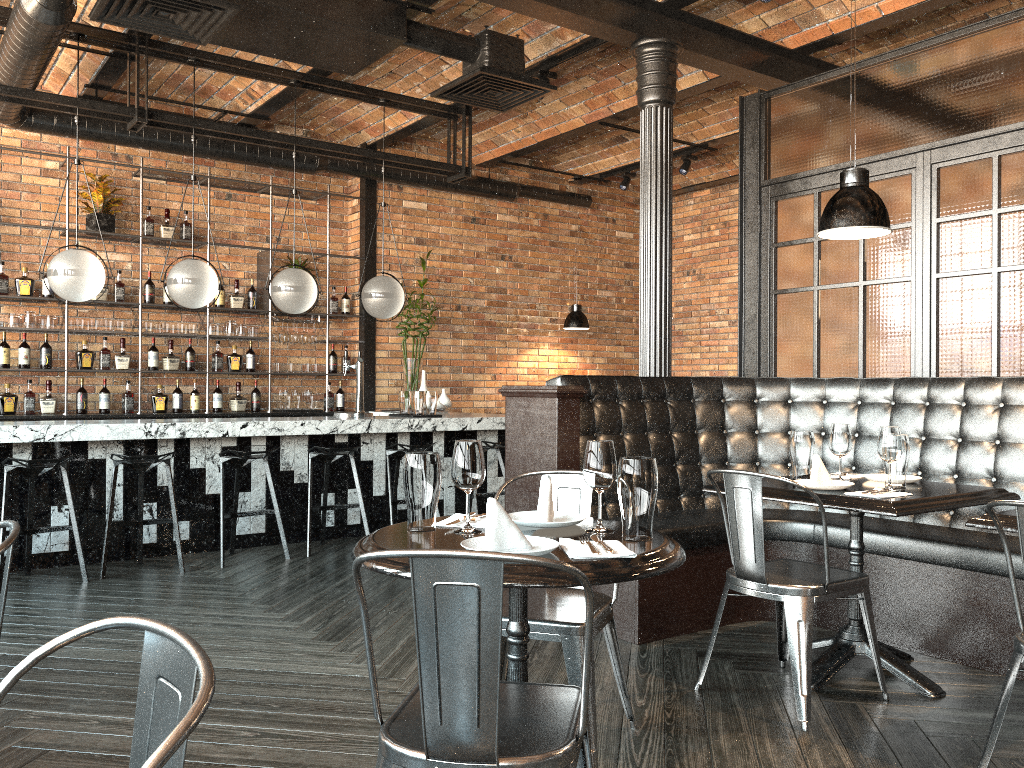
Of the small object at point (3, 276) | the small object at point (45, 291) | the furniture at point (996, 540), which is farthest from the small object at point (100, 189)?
the furniture at point (996, 540)

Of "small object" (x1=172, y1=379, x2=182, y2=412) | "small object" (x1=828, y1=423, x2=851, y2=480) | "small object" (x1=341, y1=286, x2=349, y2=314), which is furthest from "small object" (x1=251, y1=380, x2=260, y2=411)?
"small object" (x1=828, y1=423, x2=851, y2=480)

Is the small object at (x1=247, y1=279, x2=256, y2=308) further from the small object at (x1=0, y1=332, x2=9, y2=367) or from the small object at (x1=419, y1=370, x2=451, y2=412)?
the small object at (x1=0, y1=332, x2=9, y2=367)

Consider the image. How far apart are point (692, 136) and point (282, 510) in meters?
5.2 m

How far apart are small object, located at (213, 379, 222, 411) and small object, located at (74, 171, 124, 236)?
1.64m

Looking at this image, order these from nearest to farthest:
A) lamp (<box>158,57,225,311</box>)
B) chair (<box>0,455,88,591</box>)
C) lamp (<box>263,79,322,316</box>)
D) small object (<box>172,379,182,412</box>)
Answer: chair (<box>0,455,88,591</box>) → lamp (<box>158,57,225,311</box>) → lamp (<box>263,79,322,316</box>) → small object (<box>172,379,182,412</box>)

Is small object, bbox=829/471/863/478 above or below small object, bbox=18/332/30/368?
below

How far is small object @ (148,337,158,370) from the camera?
7.7 meters

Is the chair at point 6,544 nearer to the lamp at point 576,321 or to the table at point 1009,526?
the table at point 1009,526

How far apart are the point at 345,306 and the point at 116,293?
2.1m
